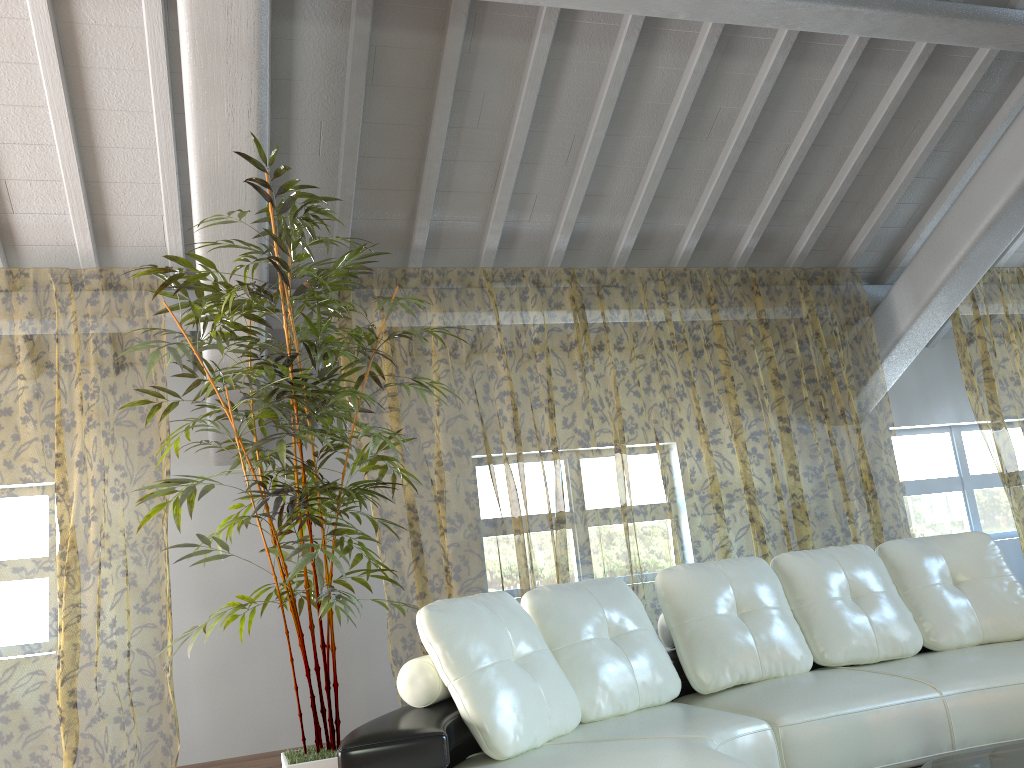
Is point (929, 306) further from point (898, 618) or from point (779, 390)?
point (779, 390)

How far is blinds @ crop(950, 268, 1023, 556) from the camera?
11.1 meters

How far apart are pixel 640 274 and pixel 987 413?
4.9 meters

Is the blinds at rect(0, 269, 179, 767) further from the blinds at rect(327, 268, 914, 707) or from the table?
the table

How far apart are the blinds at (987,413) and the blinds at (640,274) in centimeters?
99cm

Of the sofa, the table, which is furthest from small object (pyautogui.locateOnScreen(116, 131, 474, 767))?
the table

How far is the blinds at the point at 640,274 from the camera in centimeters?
998cm

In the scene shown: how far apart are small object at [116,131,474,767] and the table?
1.8m

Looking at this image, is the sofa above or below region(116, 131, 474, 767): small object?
below

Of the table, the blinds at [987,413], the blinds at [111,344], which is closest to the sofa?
the table
